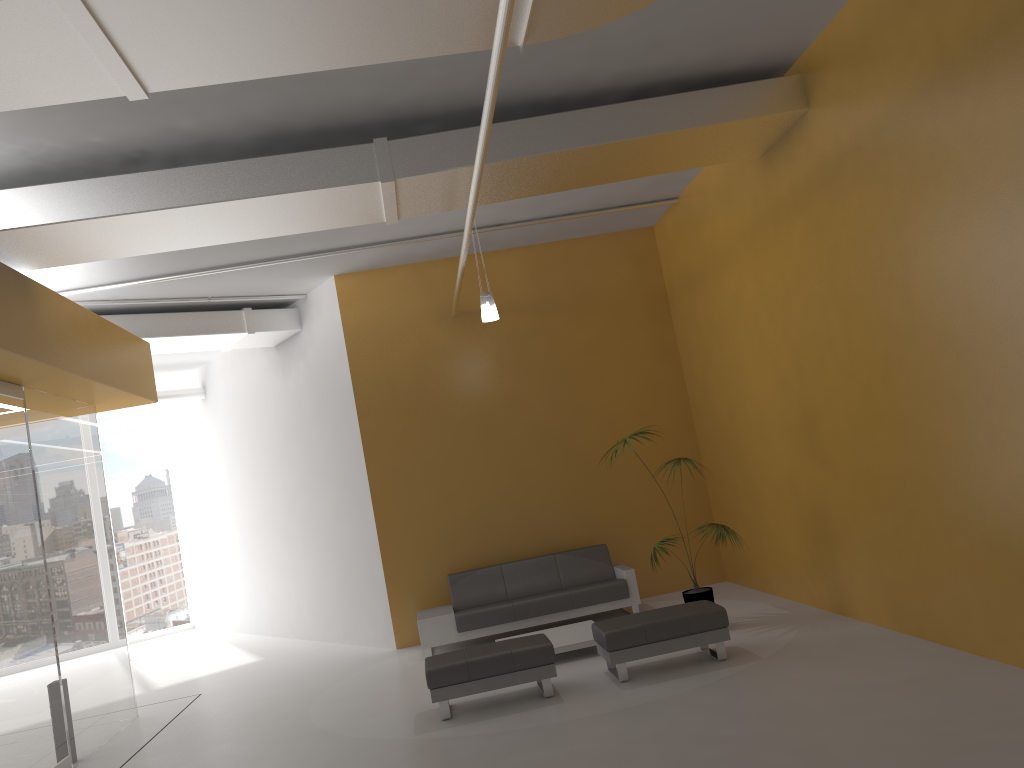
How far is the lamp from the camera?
8.68m

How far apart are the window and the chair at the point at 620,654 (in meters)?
11.74

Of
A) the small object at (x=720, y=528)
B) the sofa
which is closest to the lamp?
the small object at (x=720, y=528)

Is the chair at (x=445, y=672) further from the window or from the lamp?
the window

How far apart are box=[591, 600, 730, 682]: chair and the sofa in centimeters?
212cm

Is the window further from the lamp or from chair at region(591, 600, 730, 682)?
chair at region(591, 600, 730, 682)

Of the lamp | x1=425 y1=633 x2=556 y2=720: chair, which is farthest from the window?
x1=425 y1=633 x2=556 y2=720: chair

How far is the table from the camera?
8.0m

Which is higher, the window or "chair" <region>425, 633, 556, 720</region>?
the window

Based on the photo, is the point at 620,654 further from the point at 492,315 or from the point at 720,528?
the point at 492,315
